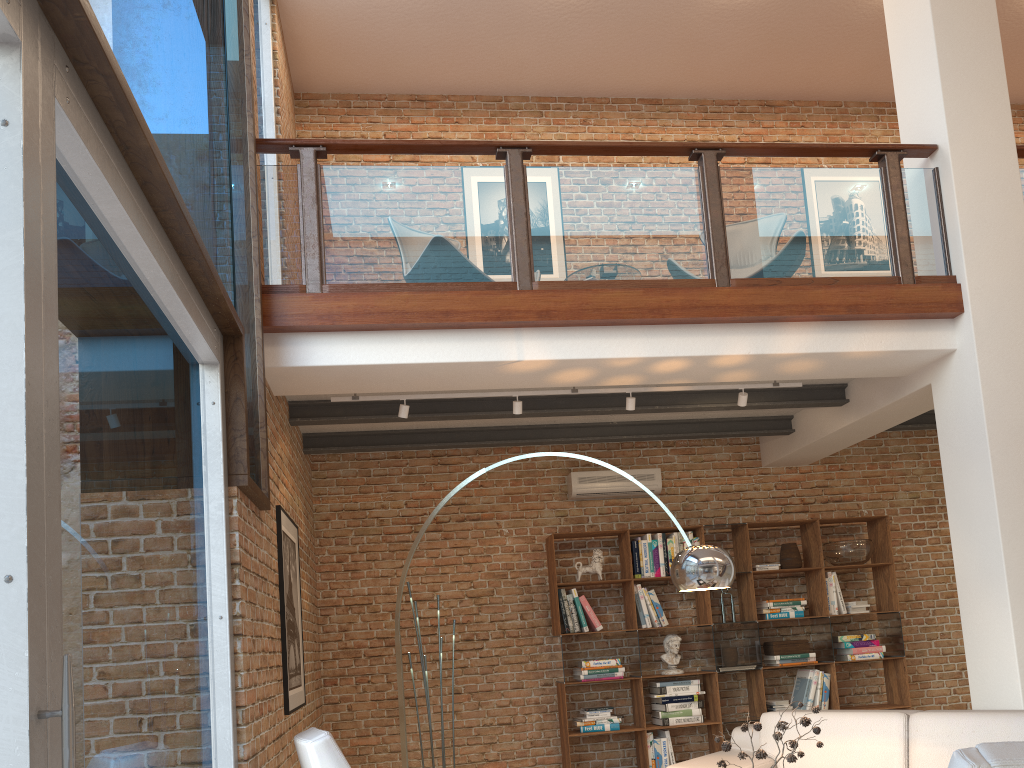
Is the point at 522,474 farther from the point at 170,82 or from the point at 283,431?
the point at 170,82

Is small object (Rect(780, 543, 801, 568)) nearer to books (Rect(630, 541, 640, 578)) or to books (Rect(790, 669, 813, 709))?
books (Rect(790, 669, 813, 709))

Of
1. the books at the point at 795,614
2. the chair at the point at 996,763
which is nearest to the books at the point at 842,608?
the books at the point at 795,614

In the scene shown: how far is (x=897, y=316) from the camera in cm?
530

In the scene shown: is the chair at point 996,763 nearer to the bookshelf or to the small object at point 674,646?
the bookshelf

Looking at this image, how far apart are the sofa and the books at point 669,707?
1.6 meters

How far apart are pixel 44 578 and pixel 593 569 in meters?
5.9 m

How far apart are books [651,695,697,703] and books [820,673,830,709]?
1.15m

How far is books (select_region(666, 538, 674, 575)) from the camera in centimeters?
736cm

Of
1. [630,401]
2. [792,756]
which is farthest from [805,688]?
[792,756]
